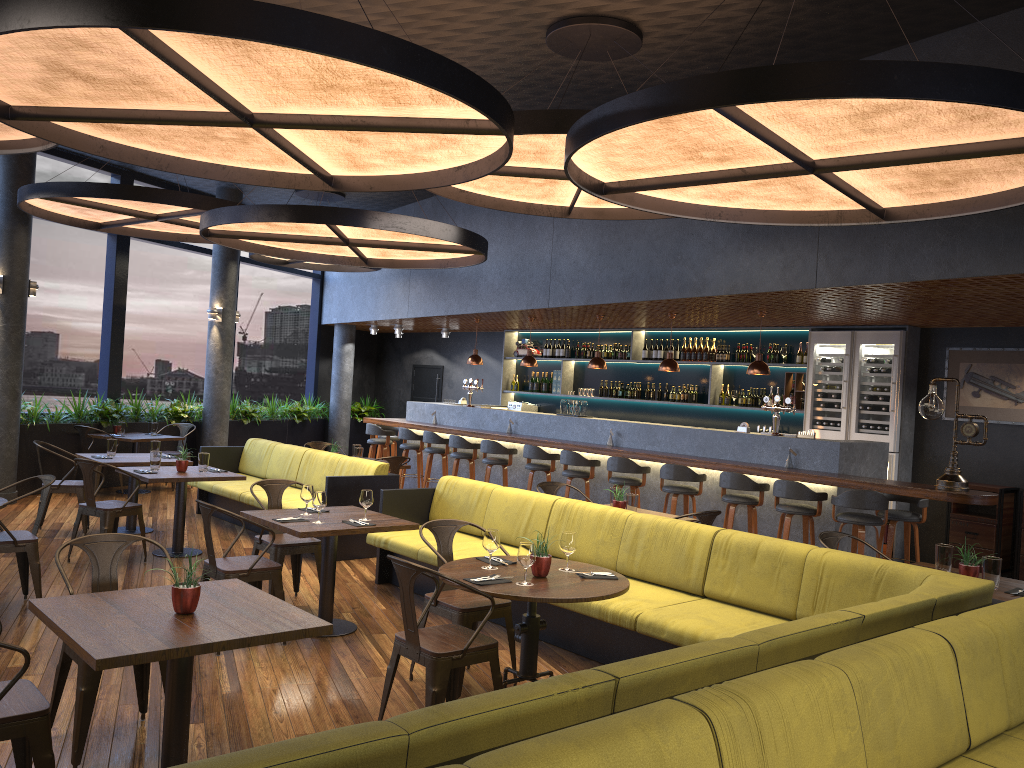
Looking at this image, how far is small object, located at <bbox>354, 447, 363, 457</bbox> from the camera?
10.01m

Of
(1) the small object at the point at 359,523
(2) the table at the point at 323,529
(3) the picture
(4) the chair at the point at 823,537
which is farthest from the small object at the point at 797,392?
(1) the small object at the point at 359,523

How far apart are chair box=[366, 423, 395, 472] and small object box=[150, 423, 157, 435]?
3.02m

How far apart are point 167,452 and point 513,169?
8.0 meters

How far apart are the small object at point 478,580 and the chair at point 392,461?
5.1m

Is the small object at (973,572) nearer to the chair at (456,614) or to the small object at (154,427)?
the chair at (456,614)

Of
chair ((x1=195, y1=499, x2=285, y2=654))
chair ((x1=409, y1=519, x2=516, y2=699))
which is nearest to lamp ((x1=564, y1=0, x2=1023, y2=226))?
chair ((x1=409, y1=519, x2=516, y2=699))

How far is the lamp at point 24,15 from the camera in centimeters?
340cm

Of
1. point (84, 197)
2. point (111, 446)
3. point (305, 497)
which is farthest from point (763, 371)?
point (84, 197)

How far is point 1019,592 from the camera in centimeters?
492cm
